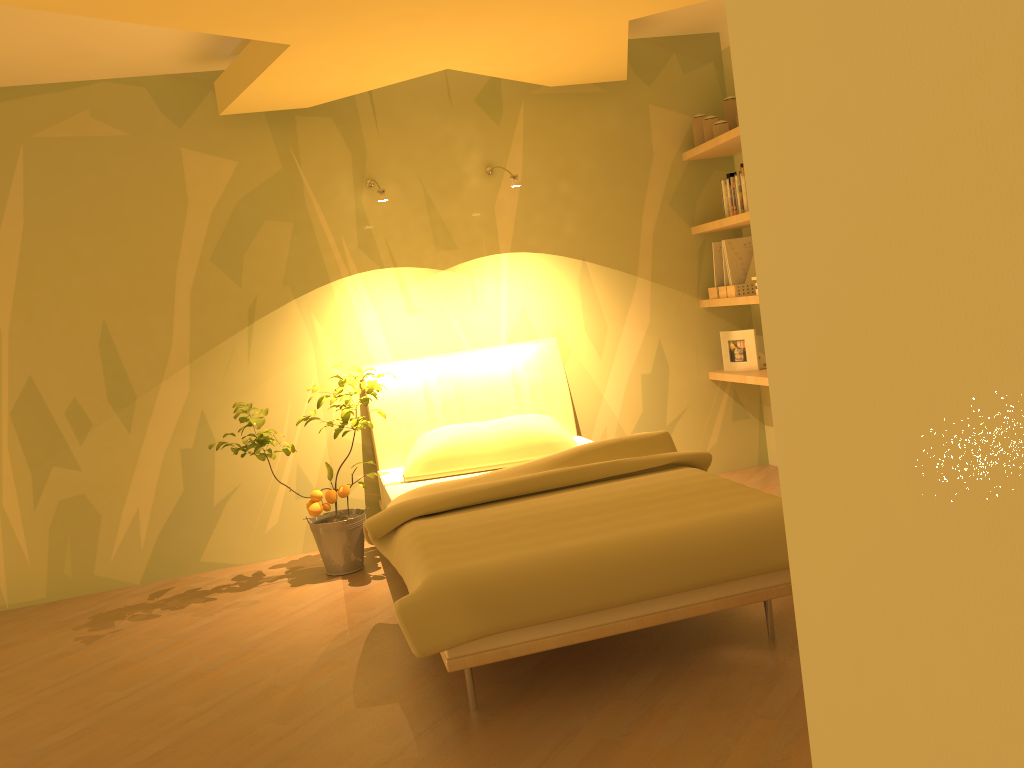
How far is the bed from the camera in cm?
229

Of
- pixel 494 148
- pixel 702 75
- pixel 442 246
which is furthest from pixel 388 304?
pixel 702 75

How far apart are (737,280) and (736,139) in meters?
0.7

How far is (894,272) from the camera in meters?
0.6

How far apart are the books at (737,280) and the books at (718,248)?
0.14m

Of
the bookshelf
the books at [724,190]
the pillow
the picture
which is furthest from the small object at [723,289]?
the pillow

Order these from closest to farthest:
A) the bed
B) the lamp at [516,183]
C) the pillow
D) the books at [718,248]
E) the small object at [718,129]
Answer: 1. the bed
2. the pillow
3. the lamp at [516,183]
4. the small object at [718,129]
5. the books at [718,248]

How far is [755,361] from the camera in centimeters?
465cm

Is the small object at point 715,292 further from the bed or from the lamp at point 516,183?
the lamp at point 516,183

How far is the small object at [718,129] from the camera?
4.5 meters
